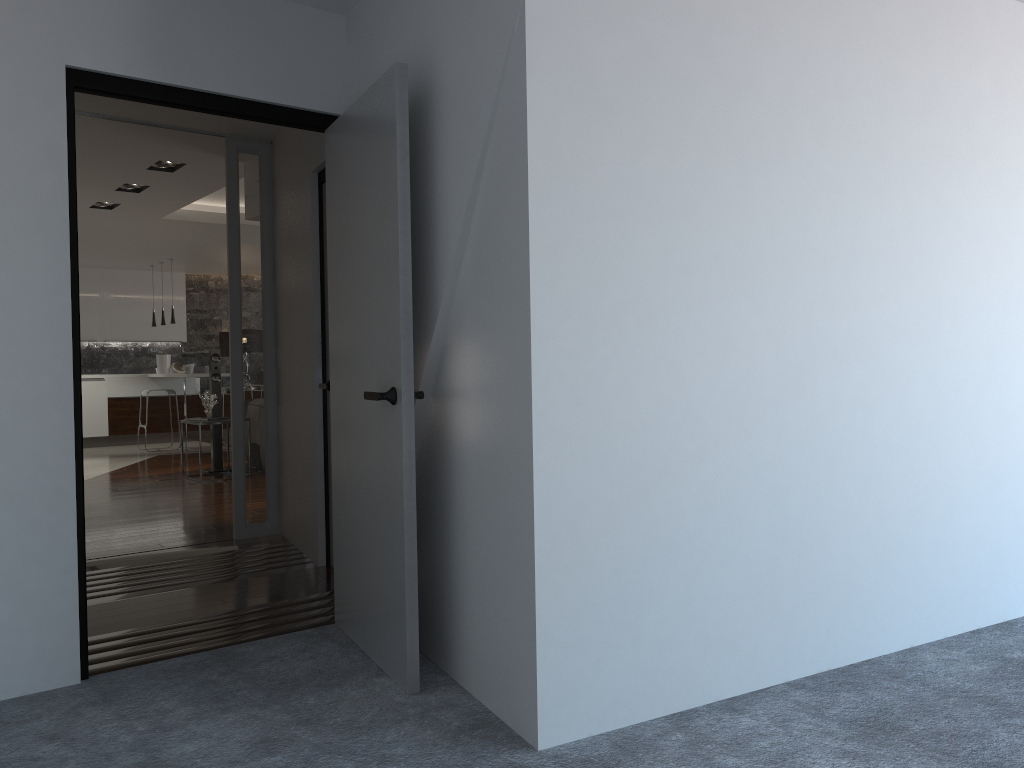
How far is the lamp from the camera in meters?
13.9 m

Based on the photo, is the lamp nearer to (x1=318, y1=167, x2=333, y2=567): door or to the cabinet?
the cabinet

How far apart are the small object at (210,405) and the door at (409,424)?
5.8m

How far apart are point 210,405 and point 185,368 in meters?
3.4

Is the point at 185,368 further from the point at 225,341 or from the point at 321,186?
the point at 321,186

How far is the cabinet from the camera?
12.7m

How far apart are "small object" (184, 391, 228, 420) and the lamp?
5.2m

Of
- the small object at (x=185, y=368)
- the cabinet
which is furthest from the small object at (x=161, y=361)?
the small object at (x=185, y=368)

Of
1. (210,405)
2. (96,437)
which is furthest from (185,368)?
(210,405)

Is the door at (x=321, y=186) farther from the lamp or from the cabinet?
the lamp
